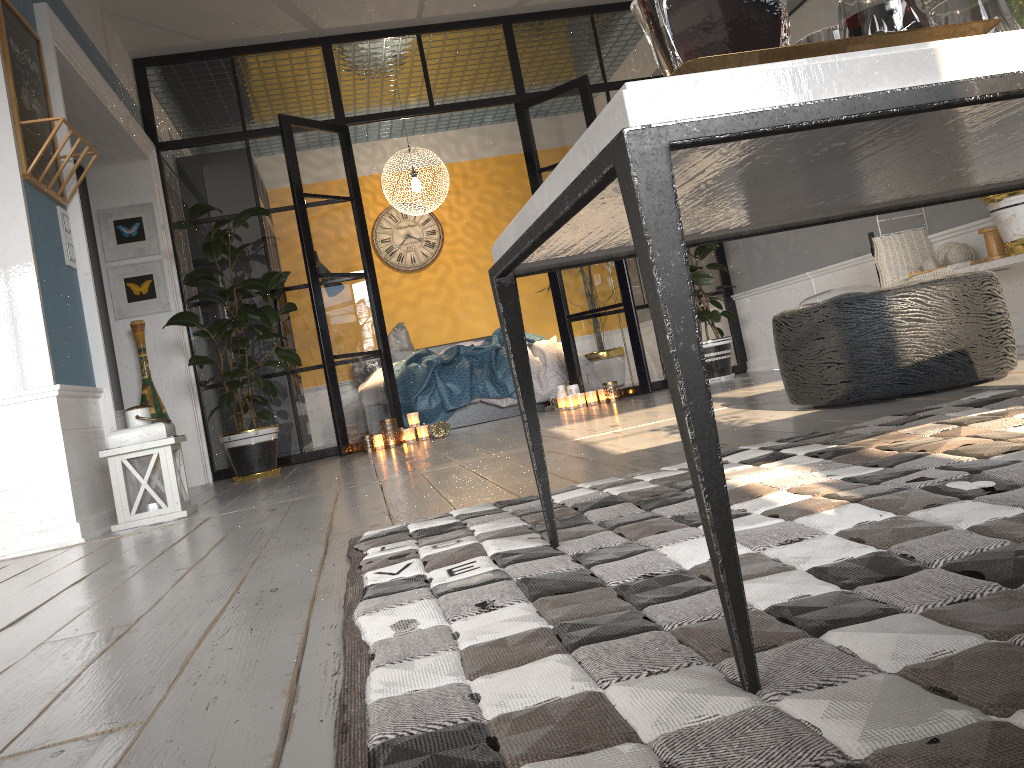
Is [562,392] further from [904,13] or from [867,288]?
[904,13]

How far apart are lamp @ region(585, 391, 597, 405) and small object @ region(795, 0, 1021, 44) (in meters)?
5.32

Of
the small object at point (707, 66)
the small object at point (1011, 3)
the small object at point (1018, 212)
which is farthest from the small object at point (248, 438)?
the small object at point (707, 66)

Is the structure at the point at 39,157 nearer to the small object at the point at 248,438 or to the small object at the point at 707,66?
the small object at the point at 248,438

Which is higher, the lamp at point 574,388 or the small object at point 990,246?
the small object at point 990,246

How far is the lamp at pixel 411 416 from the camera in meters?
5.9 m

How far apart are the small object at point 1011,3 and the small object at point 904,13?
0.2 meters

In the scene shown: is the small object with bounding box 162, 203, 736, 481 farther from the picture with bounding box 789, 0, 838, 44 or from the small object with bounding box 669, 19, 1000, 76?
the small object with bounding box 669, 19, 1000, 76

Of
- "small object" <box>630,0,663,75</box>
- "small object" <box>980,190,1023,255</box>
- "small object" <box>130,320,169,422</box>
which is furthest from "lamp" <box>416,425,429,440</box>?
"small object" <box>630,0,663,75</box>

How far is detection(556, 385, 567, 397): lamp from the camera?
6.47m
